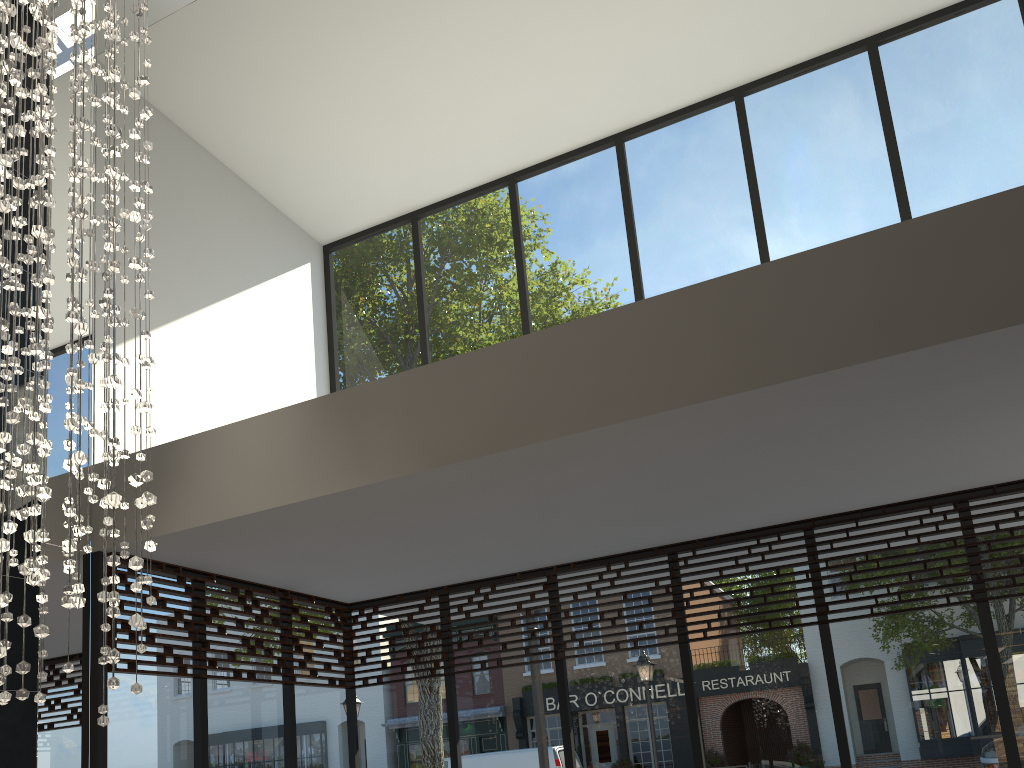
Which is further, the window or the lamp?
the window

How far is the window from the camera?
4.8 meters

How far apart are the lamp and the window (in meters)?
1.20

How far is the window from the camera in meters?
4.8

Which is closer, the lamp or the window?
the lamp

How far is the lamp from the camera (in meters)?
2.66

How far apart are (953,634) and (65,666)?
4.45m

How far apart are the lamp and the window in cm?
120
